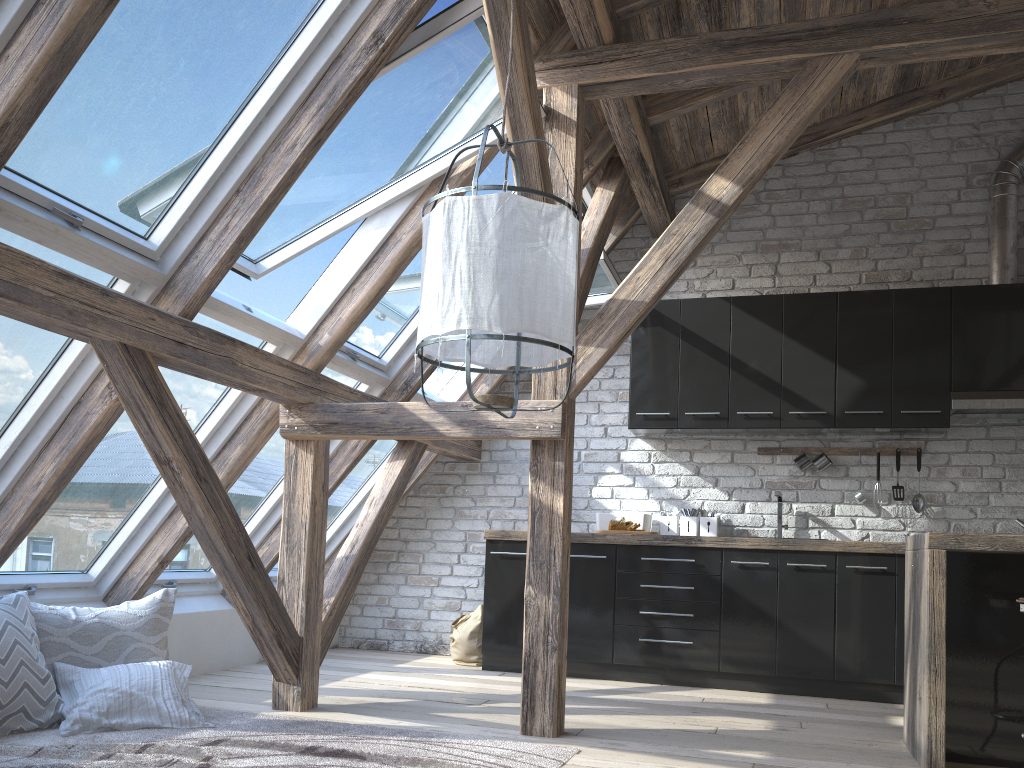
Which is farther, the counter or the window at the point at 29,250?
the counter

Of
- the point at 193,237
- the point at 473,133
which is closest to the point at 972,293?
the point at 473,133

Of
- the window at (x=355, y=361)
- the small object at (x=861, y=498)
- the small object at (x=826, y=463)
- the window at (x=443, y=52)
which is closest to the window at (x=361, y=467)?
the window at (x=355, y=361)

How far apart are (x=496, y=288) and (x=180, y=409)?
1.49m

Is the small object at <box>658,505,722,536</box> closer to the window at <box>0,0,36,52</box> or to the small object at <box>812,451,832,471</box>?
the small object at <box>812,451,832,471</box>

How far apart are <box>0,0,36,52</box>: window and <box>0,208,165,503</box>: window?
0.49m

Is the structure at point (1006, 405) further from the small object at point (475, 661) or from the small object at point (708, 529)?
the small object at point (475, 661)

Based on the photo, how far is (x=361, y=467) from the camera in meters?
5.5

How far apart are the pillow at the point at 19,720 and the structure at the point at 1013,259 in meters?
4.7 m

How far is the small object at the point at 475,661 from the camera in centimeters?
531cm
